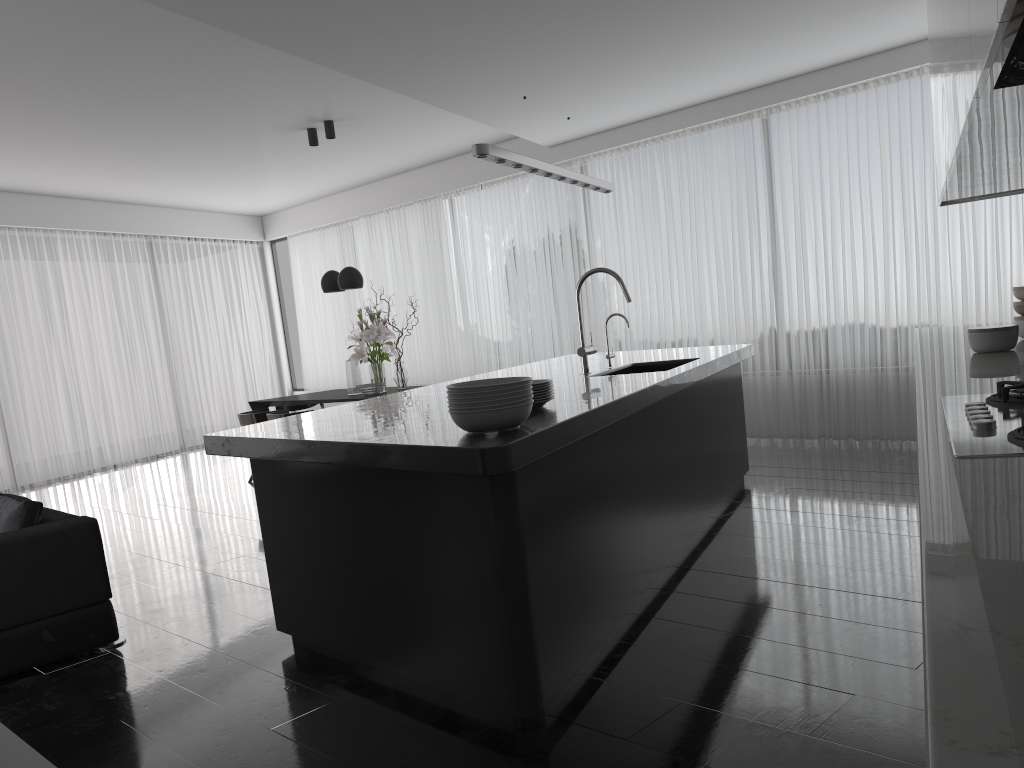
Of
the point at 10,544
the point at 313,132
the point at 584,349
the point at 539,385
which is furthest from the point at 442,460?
the point at 313,132

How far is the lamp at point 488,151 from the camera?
3.8m

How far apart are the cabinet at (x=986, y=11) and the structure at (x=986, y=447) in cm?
69

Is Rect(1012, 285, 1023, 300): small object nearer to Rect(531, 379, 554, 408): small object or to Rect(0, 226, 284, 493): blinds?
Rect(531, 379, 554, 408): small object

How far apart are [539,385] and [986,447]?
1.80m

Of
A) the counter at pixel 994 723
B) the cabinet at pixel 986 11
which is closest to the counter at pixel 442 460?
the counter at pixel 994 723

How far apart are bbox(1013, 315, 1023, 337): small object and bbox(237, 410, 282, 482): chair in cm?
653

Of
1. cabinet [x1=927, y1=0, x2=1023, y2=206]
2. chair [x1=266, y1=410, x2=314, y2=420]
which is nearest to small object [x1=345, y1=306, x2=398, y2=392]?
chair [x1=266, y1=410, x2=314, y2=420]

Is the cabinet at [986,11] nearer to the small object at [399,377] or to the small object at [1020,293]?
the small object at [1020,293]

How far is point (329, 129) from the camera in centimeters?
813cm
